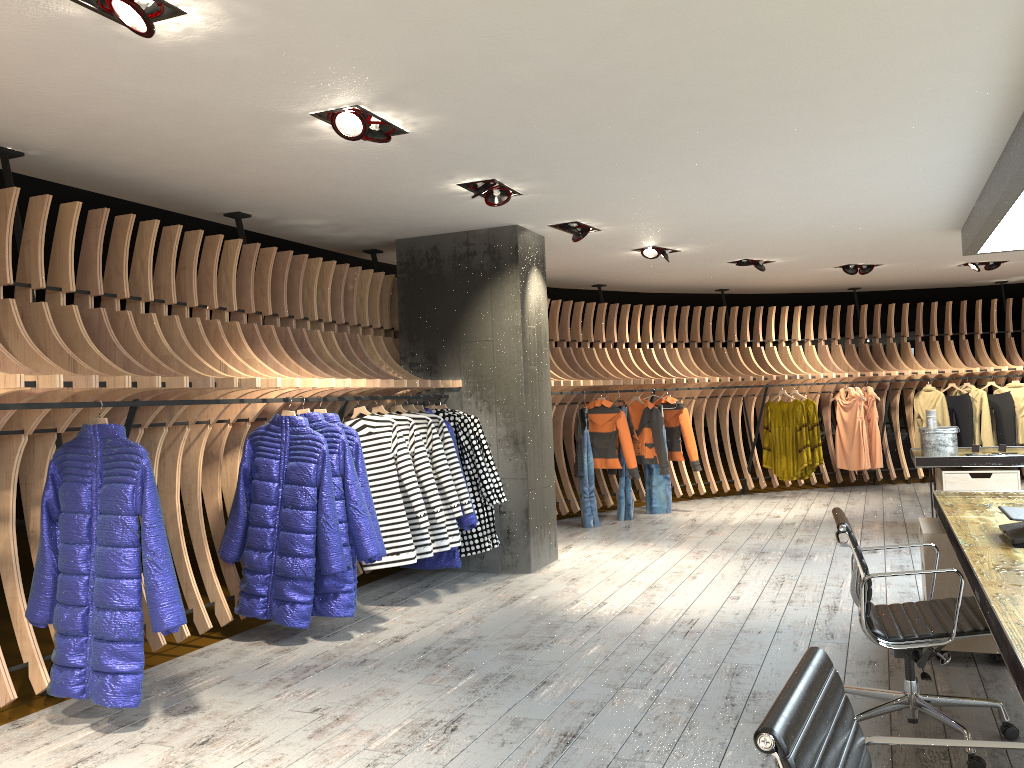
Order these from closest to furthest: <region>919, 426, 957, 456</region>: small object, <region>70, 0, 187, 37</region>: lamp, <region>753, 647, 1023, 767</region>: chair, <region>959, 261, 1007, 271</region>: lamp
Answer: <region>753, 647, 1023, 767</region>: chair
<region>70, 0, 187, 37</region>: lamp
<region>919, 426, 957, 456</region>: small object
<region>959, 261, 1007, 271</region>: lamp

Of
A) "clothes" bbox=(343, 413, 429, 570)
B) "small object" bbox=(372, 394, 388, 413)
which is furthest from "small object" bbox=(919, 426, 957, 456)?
"small object" bbox=(372, 394, 388, 413)

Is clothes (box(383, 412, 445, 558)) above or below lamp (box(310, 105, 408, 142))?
below

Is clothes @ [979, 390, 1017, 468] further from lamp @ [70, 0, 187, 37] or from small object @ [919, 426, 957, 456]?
lamp @ [70, 0, 187, 37]

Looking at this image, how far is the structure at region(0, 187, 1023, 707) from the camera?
4.3 meters

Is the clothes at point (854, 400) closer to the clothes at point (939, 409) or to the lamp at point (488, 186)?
the clothes at point (939, 409)

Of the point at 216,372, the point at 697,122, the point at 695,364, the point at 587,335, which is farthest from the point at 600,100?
the point at 695,364

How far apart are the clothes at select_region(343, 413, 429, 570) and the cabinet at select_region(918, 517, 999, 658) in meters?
2.9

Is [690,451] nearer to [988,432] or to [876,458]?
[876,458]

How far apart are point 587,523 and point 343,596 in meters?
4.5
